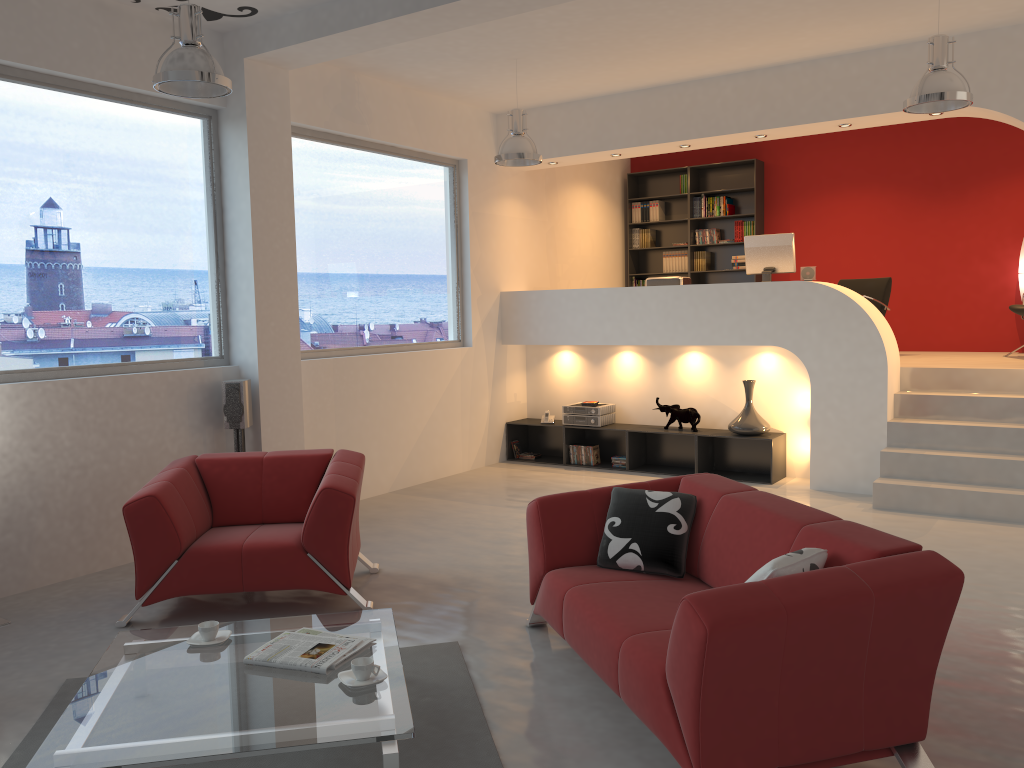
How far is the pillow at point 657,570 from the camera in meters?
3.9 m

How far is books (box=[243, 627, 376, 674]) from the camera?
3.1 meters

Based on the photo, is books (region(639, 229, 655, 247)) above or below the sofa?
above

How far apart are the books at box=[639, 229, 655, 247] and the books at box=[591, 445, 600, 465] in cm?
347

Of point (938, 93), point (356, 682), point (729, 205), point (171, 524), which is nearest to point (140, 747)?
point (356, 682)

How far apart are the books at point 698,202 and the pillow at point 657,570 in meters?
7.3 m

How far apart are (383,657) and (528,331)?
5.8m

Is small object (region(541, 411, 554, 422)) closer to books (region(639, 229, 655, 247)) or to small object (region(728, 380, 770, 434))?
small object (region(728, 380, 770, 434))

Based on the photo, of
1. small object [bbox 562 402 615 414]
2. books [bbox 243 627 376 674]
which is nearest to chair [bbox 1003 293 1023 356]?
small object [bbox 562 402 615 414]

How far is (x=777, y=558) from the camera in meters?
2.9
